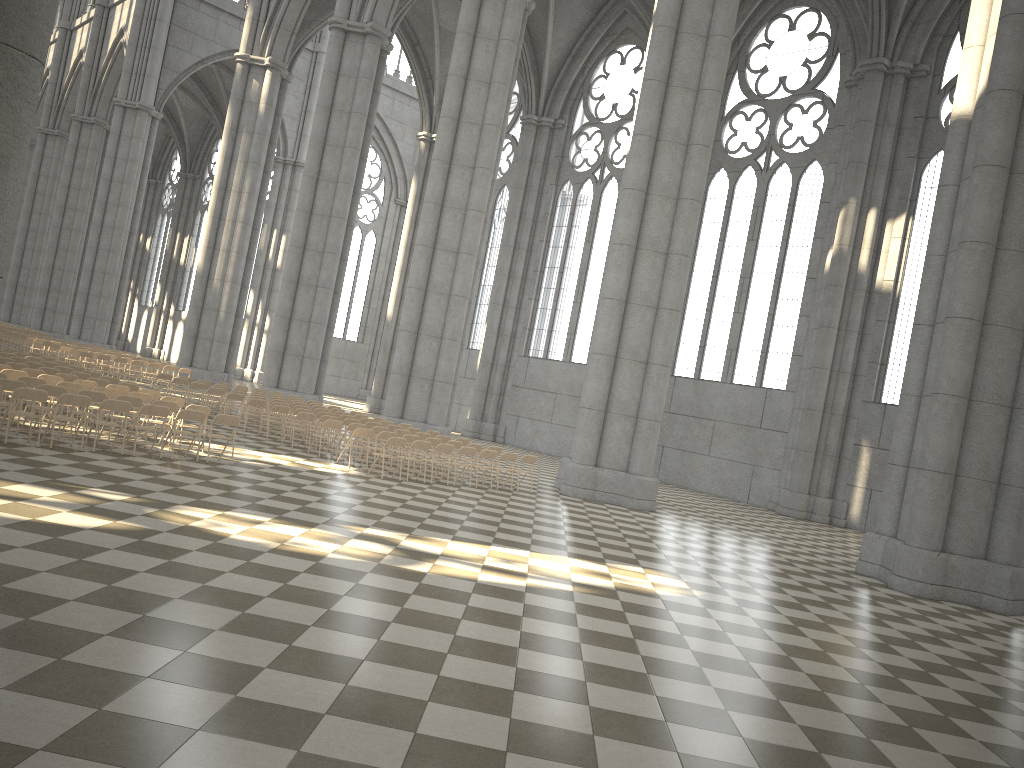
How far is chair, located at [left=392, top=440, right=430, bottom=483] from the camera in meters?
17.0

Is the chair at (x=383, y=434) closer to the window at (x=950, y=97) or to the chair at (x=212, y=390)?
the chair at (x=212, y=390)

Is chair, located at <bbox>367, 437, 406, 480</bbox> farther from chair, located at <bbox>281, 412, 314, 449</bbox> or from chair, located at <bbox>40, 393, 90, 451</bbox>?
chair, located at <bbox>40, 393, 90, 451</bbox>

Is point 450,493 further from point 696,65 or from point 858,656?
point 696,65

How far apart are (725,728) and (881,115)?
25.7 meters

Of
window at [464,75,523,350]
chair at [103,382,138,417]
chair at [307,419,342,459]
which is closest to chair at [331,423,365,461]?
chair at [307,419,342,459]

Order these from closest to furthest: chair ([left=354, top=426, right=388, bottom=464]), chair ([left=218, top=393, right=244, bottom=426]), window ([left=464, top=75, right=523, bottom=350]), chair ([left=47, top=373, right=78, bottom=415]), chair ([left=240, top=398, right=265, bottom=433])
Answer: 1. chair ([left=47, top=373, right=78, bottom=415])
2. chair ([left=354, top=426, right=388, bottom=464])
3. chair ([left=240, top=398, right=265, bottom=433])
4. chair ([left=218, top=393, right=244, bottom=426])
5. window ([left=464, top=75, right=523, bottom=350])

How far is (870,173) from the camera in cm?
2710

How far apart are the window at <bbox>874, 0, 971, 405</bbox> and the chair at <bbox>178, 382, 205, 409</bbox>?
19.43m

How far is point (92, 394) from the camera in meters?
14.0 m
